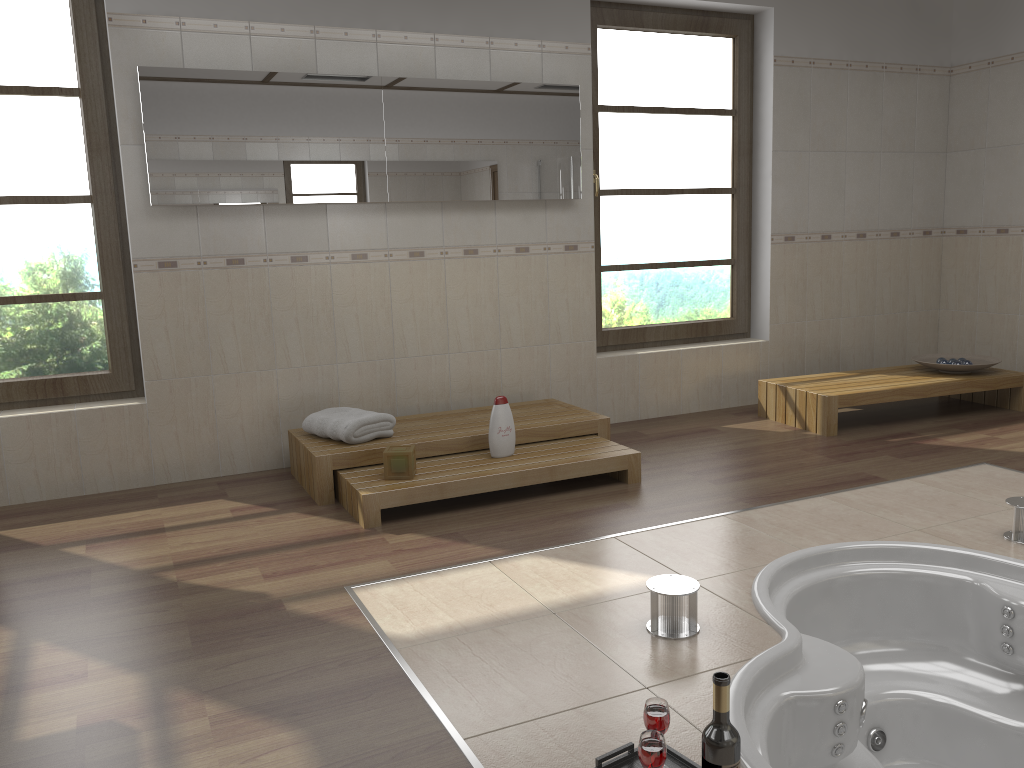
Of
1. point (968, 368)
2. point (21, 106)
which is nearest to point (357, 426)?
point (21, 106)

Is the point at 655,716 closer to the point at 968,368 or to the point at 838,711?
the point at 838,711

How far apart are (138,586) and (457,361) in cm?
220

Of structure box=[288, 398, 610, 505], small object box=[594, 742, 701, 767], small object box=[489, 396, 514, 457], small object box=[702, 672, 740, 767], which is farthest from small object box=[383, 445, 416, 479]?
small object box=[702, 672, 740, 767]

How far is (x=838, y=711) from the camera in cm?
225

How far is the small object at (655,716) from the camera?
1.8m

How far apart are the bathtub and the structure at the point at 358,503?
1.07m

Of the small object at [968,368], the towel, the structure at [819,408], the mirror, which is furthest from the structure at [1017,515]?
the mirror

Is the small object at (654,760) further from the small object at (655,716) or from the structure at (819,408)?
the structure at (819,408)

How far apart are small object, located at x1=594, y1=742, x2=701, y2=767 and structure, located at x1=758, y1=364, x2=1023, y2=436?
3.2 meters
